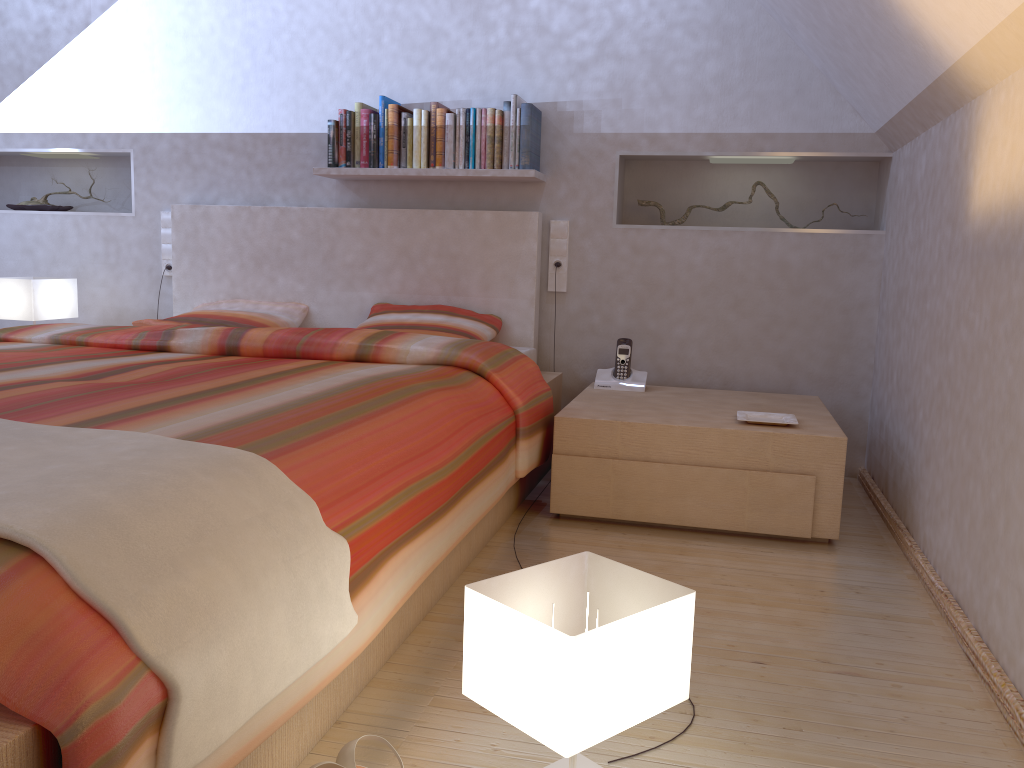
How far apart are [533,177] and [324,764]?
2.57m

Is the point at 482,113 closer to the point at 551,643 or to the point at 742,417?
the point at 742,417

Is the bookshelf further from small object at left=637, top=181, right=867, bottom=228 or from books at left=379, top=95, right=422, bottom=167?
small object at left=637, top=181, right=867, bottom=228

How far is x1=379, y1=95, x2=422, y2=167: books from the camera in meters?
3.5

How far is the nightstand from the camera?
2.6 meters

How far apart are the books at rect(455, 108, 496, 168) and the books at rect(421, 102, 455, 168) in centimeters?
3cm

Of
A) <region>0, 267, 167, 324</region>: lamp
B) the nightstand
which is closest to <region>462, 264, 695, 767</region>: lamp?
the nightstand

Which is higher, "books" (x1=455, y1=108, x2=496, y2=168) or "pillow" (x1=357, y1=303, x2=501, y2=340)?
"books" (x1=455, y1=108, x2=496, y2=168)

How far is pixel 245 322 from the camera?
3.55m

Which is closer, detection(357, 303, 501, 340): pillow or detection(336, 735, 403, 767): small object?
detection(336, 735, 403, 767): small object
